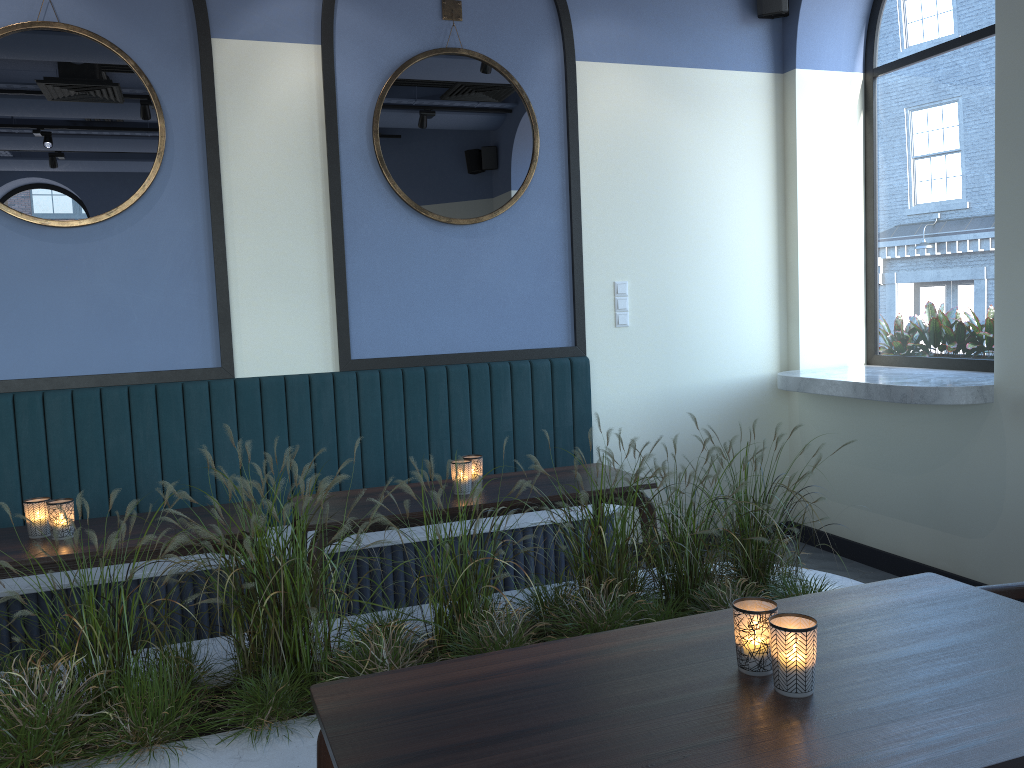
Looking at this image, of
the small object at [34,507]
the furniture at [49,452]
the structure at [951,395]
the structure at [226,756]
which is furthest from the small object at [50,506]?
the structure at [951,395]

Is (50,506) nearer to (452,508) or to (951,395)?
(452,508)

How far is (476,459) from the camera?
3.3m

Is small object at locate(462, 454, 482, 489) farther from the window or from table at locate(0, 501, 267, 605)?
the window

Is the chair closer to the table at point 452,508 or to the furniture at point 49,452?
the table at point 452,508

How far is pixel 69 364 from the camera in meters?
3.9

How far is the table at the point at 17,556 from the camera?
2.59m

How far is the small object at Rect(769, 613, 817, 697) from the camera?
1.4 meters

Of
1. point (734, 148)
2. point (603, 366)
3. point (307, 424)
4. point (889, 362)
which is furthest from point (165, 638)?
point (889, 362)

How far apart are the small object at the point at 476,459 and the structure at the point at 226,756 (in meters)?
0.51
